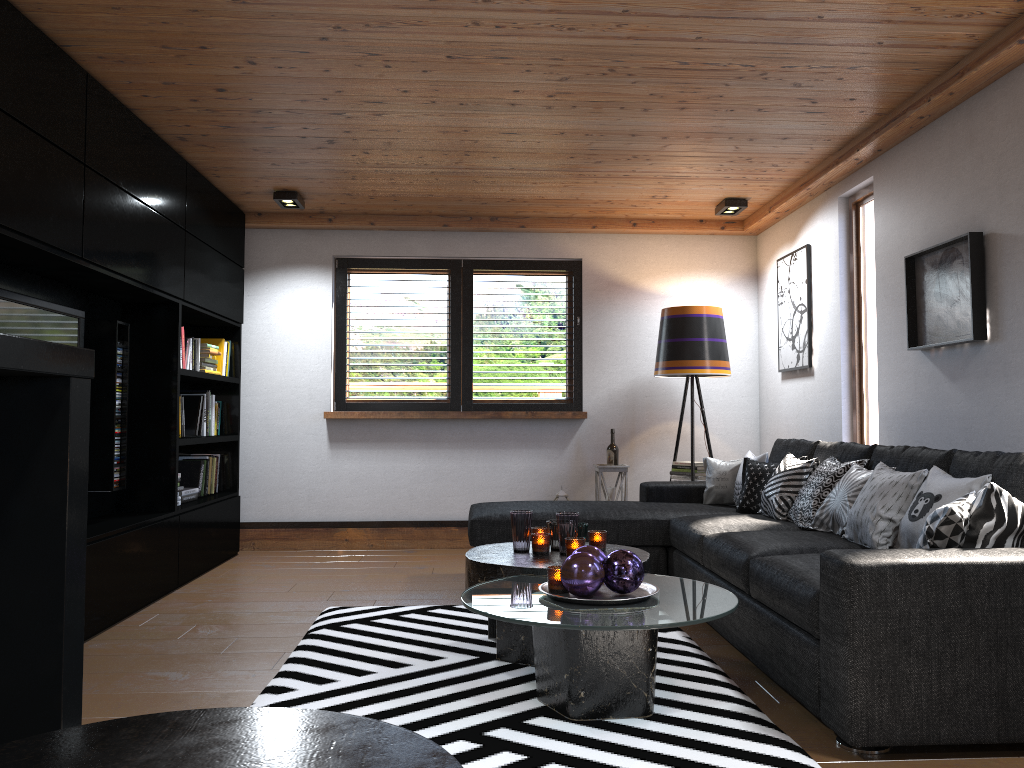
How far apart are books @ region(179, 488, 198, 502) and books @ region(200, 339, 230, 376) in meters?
0.9

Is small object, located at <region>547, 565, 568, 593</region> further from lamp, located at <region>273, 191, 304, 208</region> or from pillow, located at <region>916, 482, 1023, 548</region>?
lamp, located at <region>273, 191, 304, 208</region>

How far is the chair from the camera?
0.6m

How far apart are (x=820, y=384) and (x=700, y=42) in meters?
2.6 m

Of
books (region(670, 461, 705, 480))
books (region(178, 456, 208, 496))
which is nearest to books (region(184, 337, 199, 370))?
books (region(178, 456, 208, 496))

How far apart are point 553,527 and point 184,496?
2.77m

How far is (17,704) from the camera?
0.9m

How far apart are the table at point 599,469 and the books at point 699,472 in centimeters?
34cm

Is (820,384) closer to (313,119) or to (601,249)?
(601,249)

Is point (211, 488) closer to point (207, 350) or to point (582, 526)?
point (207, 350)
